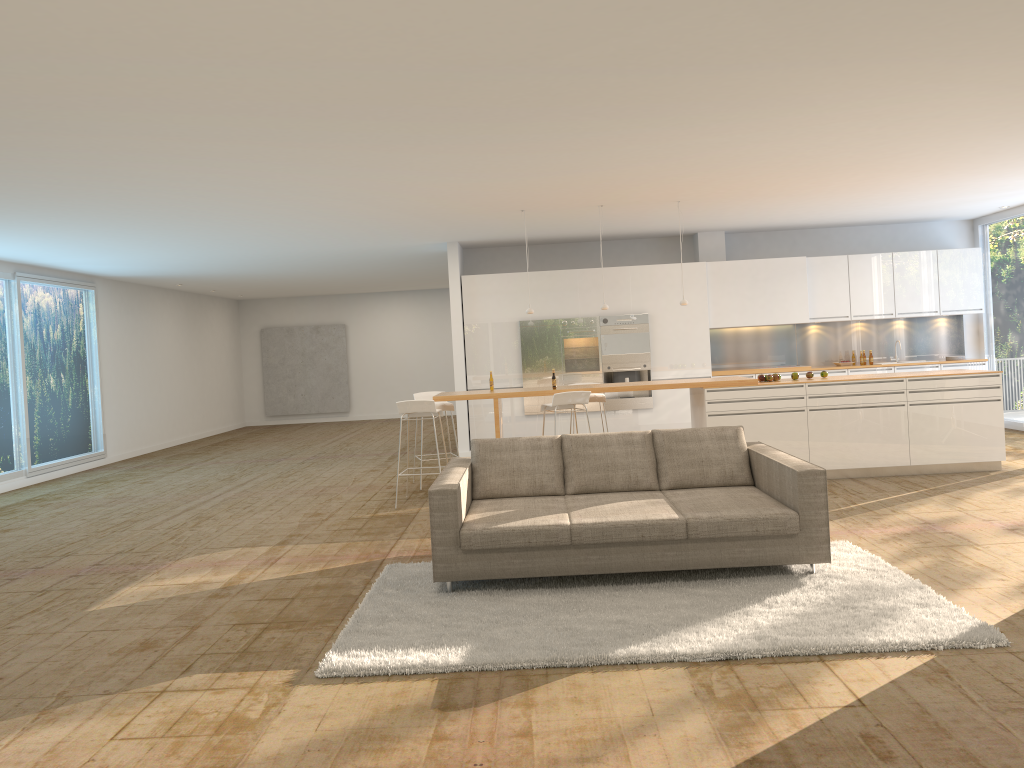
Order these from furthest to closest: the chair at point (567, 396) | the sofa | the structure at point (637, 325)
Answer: the structure at point (637, 325) < the chair at point (567, 396) < the sofa

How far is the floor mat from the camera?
4.2 meters

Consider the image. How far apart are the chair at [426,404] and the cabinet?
3.29m

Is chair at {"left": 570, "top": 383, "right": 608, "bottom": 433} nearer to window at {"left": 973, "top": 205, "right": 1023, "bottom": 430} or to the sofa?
the sofa

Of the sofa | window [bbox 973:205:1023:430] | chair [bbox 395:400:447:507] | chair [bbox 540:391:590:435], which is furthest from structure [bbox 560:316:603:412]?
the sofa

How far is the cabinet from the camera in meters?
12.2

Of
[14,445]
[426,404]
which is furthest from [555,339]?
[14,445]

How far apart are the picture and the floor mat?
15.2 meters

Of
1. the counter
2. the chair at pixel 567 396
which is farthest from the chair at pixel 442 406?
the chair at pixel 567 396

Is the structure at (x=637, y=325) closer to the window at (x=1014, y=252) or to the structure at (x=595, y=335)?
the structure at (x=595, y=335)
